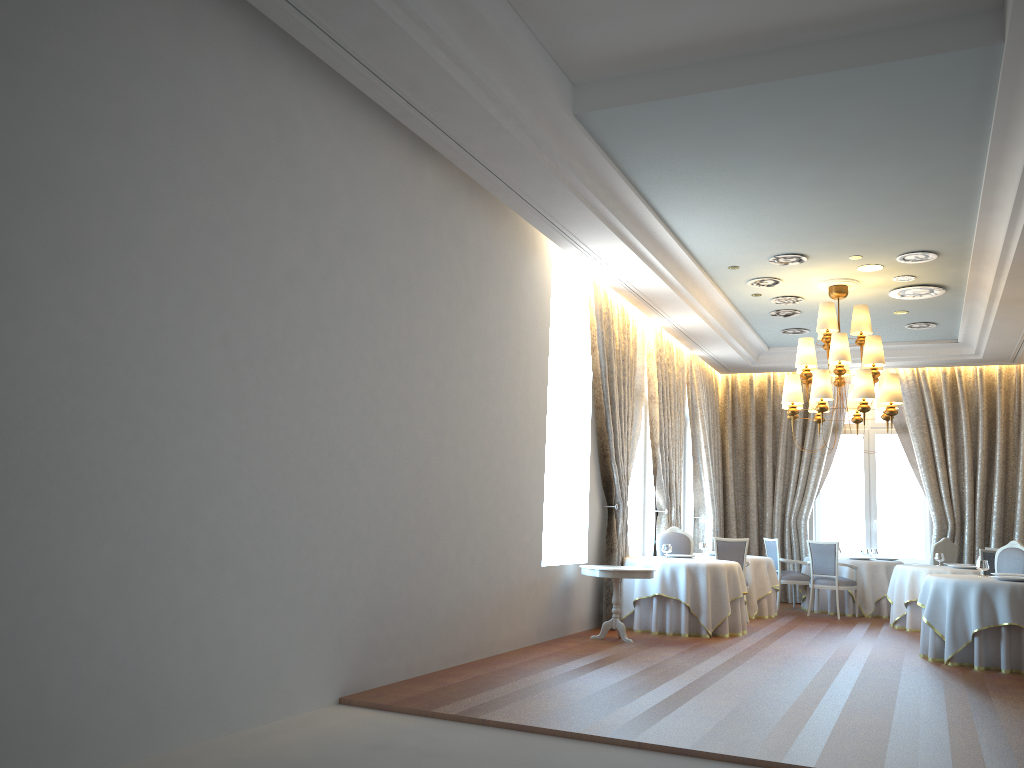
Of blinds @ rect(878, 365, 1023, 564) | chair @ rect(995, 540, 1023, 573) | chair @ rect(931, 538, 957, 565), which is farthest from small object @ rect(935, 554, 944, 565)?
blinds @ rect(878, 365, 1023, 564)

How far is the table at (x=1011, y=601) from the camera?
8.37m

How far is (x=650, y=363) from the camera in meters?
12.7 m

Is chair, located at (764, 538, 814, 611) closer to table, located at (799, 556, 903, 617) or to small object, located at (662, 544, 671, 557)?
table, located at (799, 556, 903, 617)

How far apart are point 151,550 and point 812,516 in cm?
1327

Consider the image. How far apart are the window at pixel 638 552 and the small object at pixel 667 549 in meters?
1.7

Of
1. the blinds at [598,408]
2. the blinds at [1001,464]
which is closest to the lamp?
the blinds at [598,408]

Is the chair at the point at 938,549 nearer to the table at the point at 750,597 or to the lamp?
the table at the point at 750,597

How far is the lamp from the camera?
10.3 meters

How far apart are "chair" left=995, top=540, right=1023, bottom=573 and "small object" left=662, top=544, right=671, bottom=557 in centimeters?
373cm
